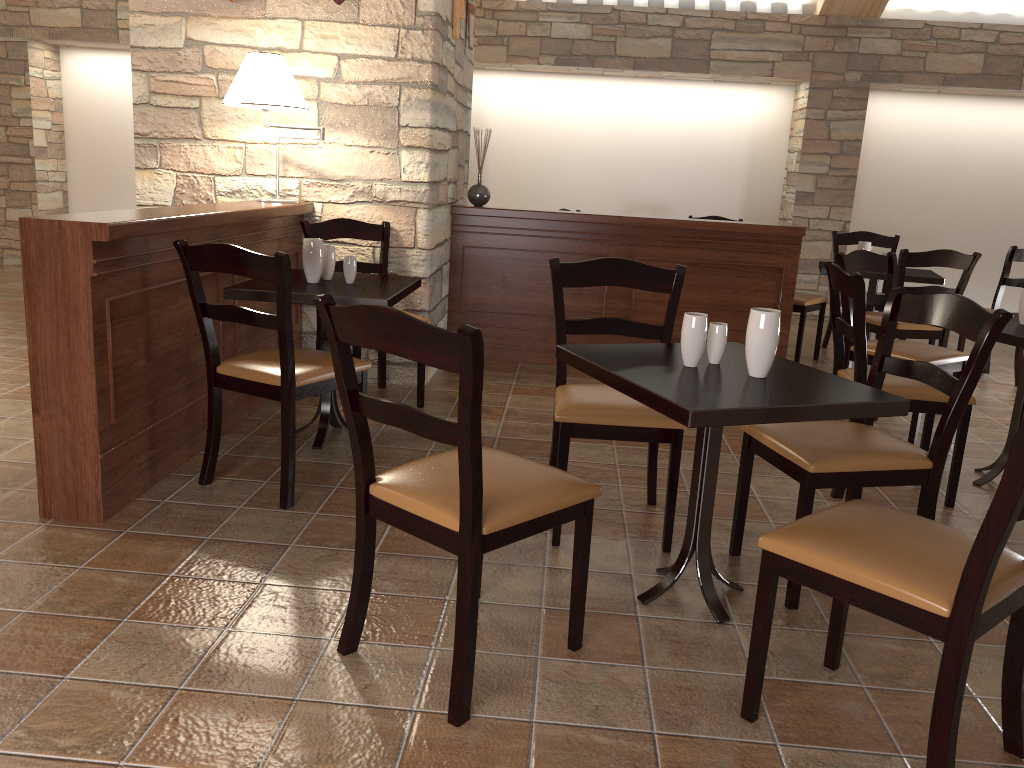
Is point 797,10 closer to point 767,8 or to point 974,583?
point 767,8

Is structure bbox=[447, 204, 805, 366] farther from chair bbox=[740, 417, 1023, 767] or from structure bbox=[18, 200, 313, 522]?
chair bbox=[740, 417, 1023, 767]

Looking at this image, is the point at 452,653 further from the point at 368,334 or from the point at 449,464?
the point at 368,334

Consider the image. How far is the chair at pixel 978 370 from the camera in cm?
234

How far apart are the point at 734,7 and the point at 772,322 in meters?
6.2 m

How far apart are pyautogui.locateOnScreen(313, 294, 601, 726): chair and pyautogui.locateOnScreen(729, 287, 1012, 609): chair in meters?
0.6

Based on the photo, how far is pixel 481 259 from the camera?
5.2 meters

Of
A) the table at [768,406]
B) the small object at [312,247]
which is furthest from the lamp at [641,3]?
the table at [768,406]

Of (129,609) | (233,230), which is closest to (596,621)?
(129,609)

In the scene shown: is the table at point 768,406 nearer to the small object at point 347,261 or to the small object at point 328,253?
the small object at point 347,261
